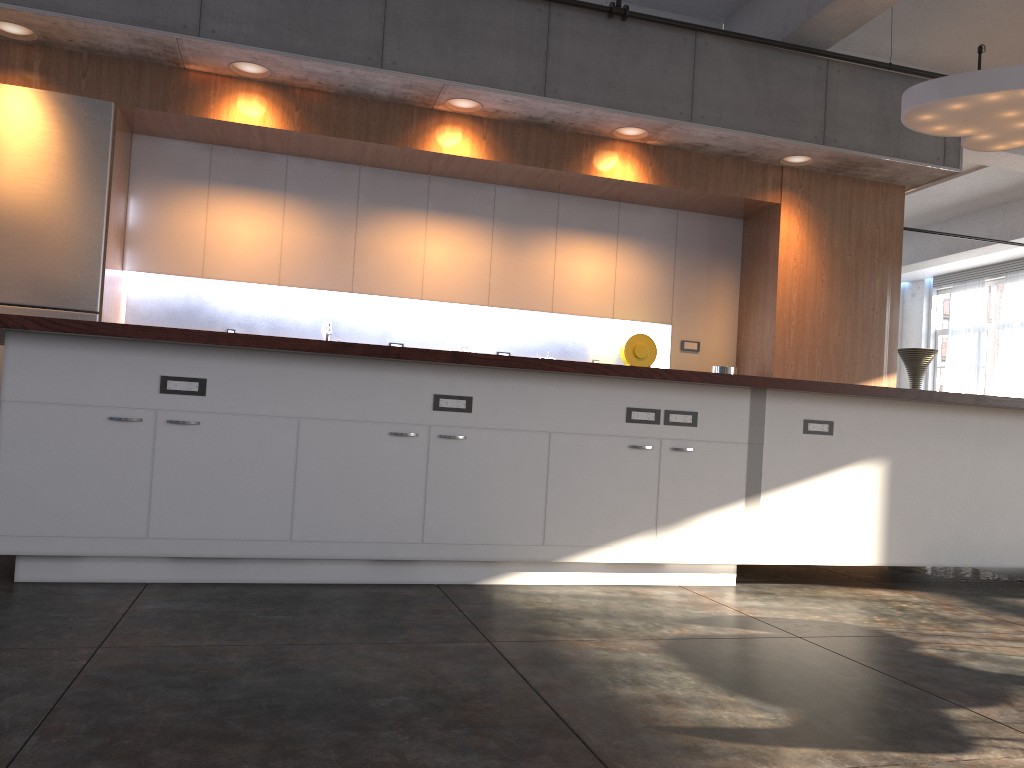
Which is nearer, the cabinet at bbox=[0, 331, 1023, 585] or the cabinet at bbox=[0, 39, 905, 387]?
the cabinet at bbox=[0, 331, 1023, 585]

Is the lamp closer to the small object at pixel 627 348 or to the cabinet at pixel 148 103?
the cabinet at pixel 148 103

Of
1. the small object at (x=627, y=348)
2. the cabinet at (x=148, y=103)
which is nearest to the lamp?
the cabinet at (x=148, y=103)

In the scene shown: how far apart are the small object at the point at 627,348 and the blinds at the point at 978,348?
11.1m

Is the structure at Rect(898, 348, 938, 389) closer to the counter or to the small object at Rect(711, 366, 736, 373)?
the small object at Rect(711, 366, 736, 373)

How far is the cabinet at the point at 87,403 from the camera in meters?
3.3

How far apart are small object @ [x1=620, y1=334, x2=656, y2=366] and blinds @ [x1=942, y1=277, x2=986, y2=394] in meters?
11.1

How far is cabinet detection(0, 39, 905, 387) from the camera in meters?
5.4 m

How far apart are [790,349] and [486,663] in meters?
4.6

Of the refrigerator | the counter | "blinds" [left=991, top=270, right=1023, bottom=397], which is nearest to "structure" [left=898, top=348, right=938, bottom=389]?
"blinds" [left=991, top=270, right=1023, bottom=397]
